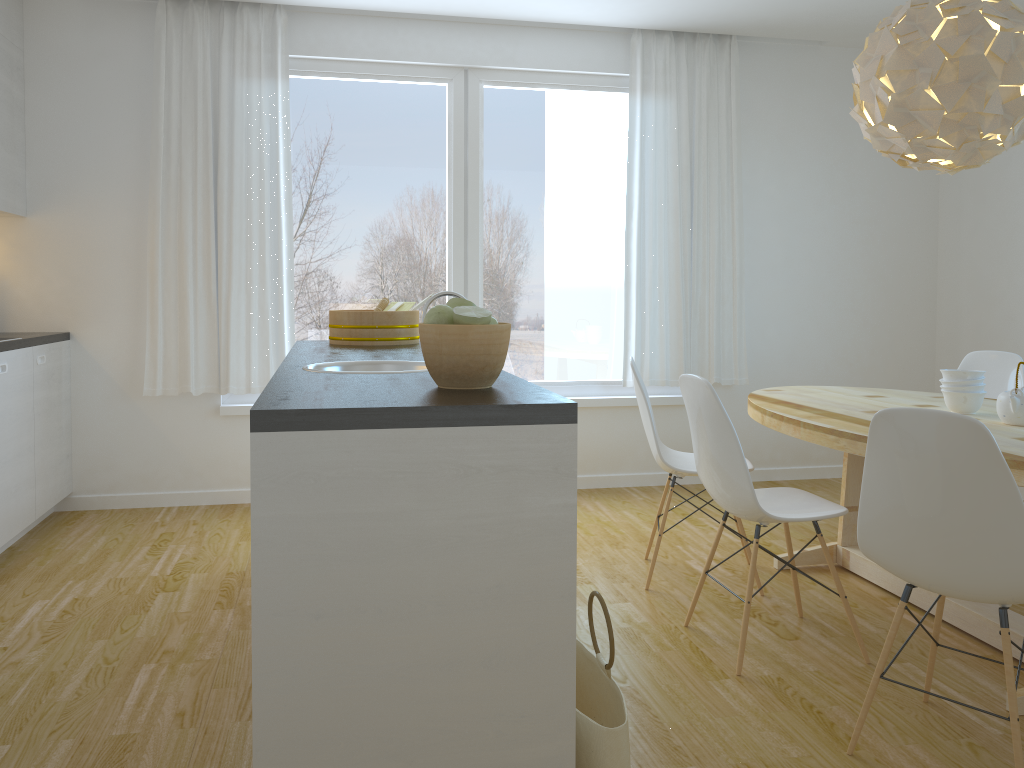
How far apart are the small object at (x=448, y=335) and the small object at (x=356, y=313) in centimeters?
166cm

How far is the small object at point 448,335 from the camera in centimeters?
187cm

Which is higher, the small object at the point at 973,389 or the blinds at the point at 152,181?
the blinds at the point at 152,181

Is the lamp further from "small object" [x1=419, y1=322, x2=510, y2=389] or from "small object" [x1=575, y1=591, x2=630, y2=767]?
"small object" [x1=575, y1=591, x2=630, y2=767]

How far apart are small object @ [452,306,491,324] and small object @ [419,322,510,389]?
0.01m

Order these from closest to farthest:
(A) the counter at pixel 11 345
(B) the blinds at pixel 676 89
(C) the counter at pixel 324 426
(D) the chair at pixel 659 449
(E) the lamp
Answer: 1. (C) the counter at pixel 324 426
2. (E) the lamp
3. (D) the chair at pixel 659 449
4. (A) the counter at pixel 11 345
5. (B) the blinds at pixel 676 89

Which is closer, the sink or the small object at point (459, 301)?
the small object at point (459, 301)

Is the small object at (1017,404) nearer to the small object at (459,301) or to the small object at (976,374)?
the small object at (976,374)

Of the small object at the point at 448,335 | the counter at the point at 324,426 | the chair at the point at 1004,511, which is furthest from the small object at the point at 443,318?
the chair at the point at 1004,511

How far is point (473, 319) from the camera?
1.9m
